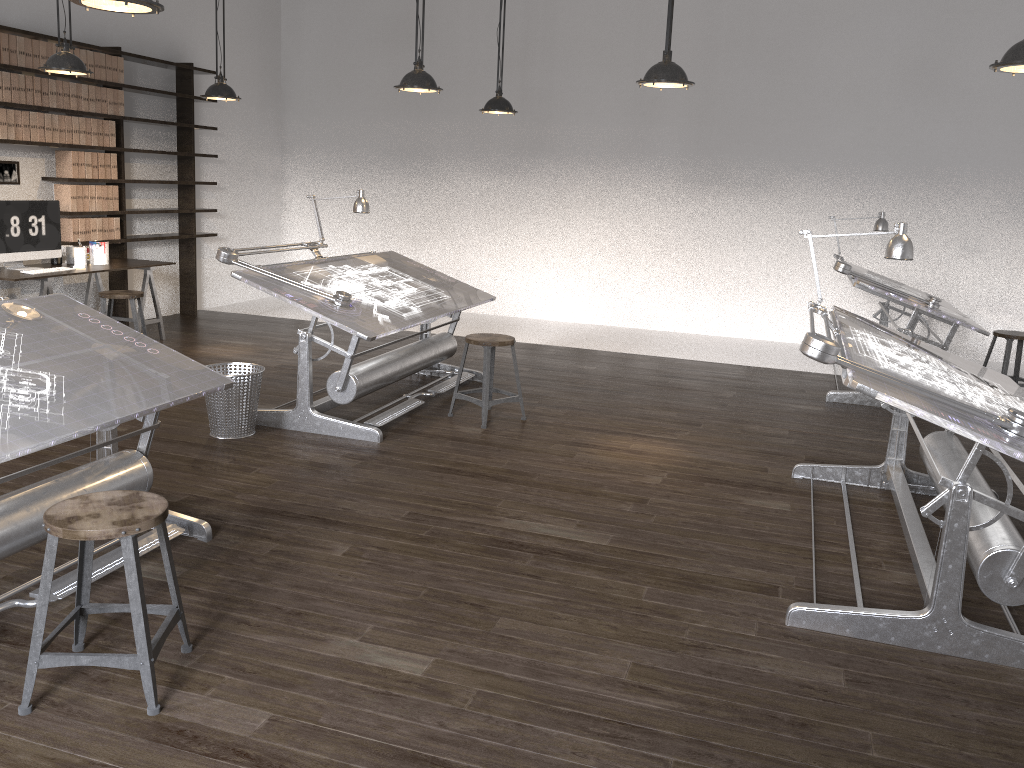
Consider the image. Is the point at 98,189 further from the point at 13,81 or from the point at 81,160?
the point at 13,81

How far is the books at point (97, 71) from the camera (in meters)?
7.32

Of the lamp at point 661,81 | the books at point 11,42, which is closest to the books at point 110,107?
the books at point 11,42

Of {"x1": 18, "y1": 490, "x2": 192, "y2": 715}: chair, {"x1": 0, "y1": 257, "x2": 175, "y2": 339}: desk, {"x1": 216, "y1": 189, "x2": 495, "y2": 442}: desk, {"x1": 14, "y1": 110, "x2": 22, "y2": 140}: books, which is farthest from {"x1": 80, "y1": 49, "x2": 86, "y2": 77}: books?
{"x1": 18, "y1": 490, "x2": 192, "y2": 715}: chair

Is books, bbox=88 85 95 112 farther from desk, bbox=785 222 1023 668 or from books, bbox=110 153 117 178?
desk, bbox=785 222 1023 668

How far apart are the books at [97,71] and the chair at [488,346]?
4.3 meters

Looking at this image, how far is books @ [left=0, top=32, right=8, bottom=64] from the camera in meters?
6.5

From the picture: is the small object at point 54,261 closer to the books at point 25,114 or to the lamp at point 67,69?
the books at point 25,114

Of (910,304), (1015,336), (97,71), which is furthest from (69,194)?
(1015,336)

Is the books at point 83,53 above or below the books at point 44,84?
above
